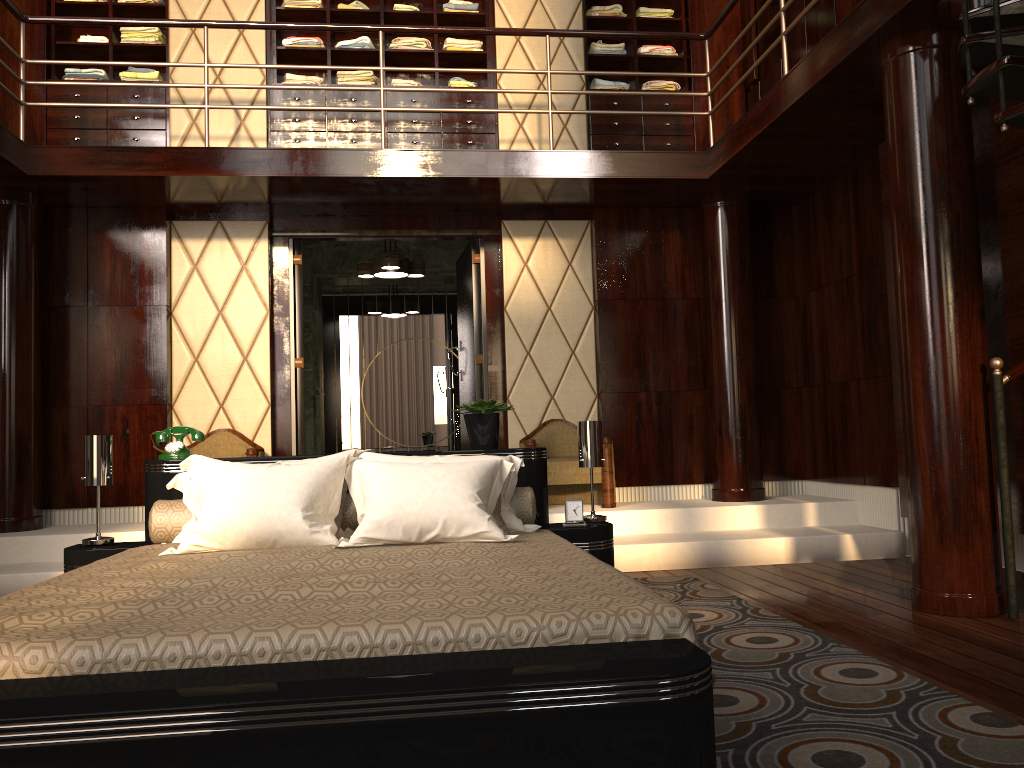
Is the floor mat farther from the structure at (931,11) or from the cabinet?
the cabinet

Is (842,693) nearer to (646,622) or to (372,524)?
(646,622)

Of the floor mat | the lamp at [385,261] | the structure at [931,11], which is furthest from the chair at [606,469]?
the lamp at [385,261]

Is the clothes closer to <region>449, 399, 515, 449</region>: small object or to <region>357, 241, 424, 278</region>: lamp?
<region>357, 241, 424, 278</region>: lamp

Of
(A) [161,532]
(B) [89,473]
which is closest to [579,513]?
(A) [161,532]

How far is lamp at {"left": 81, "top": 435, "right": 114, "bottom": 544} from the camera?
3.14m

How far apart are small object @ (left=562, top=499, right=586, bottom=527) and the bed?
0.05m

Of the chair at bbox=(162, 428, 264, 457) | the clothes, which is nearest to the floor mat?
the chair at bbox=(162, 428, 264, 457)

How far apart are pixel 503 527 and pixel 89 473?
1.5 meters

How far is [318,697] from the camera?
1.3m
